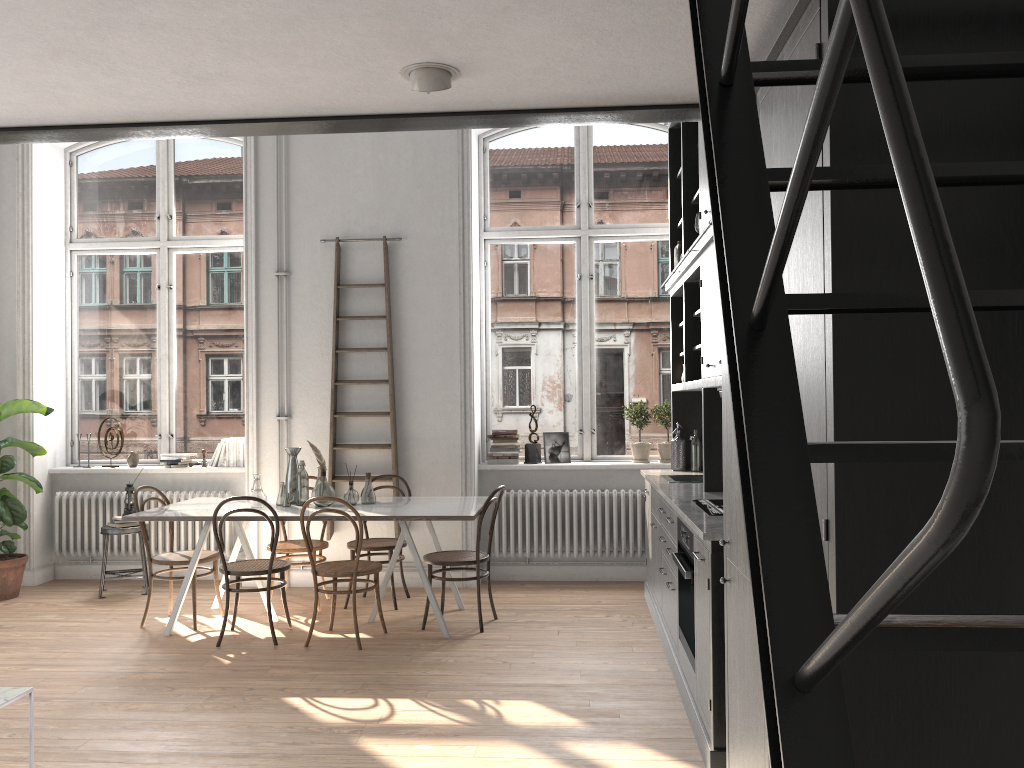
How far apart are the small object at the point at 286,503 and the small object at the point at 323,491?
0.2m

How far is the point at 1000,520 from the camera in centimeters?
175cm

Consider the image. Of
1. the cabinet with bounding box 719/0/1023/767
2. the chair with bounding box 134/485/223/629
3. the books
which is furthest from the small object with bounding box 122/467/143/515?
the cabinet with bounding box 719/0/1023/767

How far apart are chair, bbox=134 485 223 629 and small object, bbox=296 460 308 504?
0.7 meters

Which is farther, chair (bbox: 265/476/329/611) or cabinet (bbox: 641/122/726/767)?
chair (bbox: 265/476/329/611)

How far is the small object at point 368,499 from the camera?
6.00m

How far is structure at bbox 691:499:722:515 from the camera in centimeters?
402cm

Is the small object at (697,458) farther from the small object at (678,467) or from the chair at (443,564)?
the chair at (443,564)

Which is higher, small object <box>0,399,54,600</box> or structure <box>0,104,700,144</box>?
structure <box>0,104,700,144</box>

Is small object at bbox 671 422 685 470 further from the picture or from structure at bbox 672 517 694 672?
structure at bbox 672 517 694 672
